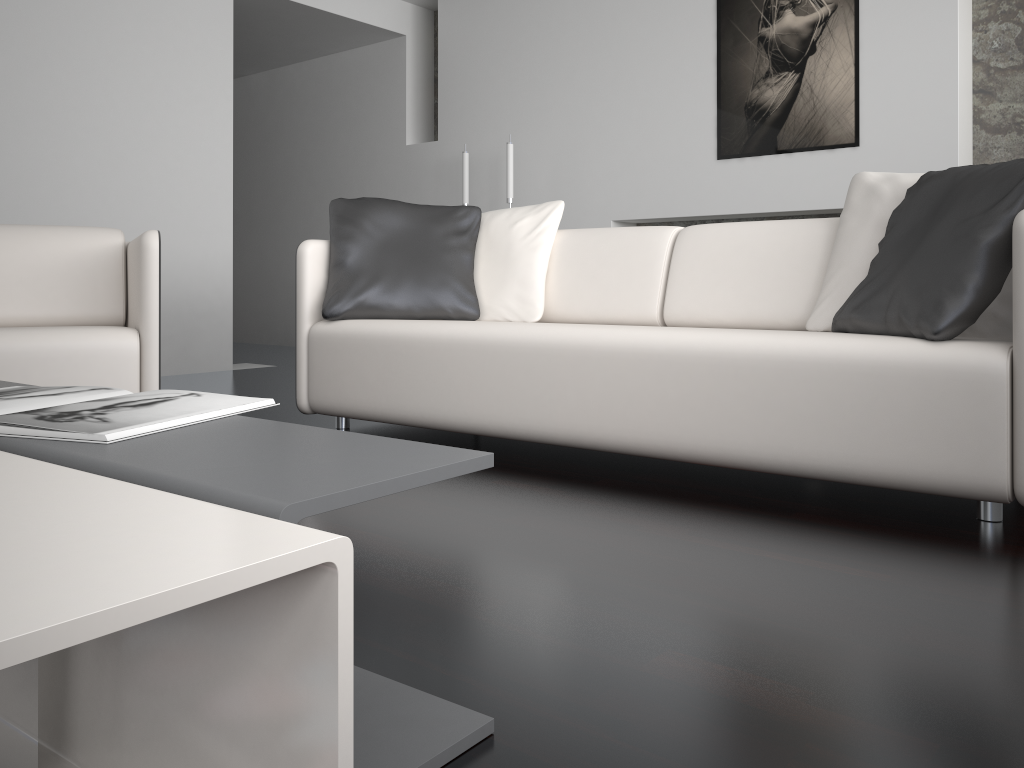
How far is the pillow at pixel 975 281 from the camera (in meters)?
1.87

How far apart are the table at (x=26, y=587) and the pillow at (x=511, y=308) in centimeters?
212cm

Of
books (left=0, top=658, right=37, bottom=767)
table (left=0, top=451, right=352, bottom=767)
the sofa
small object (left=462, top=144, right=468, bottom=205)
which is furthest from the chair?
small object (left=462, top=144, right=468, bottom=205)

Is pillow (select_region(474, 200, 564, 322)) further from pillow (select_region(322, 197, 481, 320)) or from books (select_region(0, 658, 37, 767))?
books (select_region(0, 658, 37, 767))

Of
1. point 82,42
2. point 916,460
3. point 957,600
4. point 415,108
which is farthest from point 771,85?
point 957,600

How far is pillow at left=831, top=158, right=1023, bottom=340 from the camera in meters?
1.9 m

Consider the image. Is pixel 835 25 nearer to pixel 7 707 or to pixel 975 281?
pixel 975 281

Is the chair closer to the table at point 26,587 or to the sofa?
the sofa

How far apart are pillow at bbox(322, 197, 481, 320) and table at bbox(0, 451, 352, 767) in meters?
2.0

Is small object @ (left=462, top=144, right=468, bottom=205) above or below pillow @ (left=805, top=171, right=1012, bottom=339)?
above
